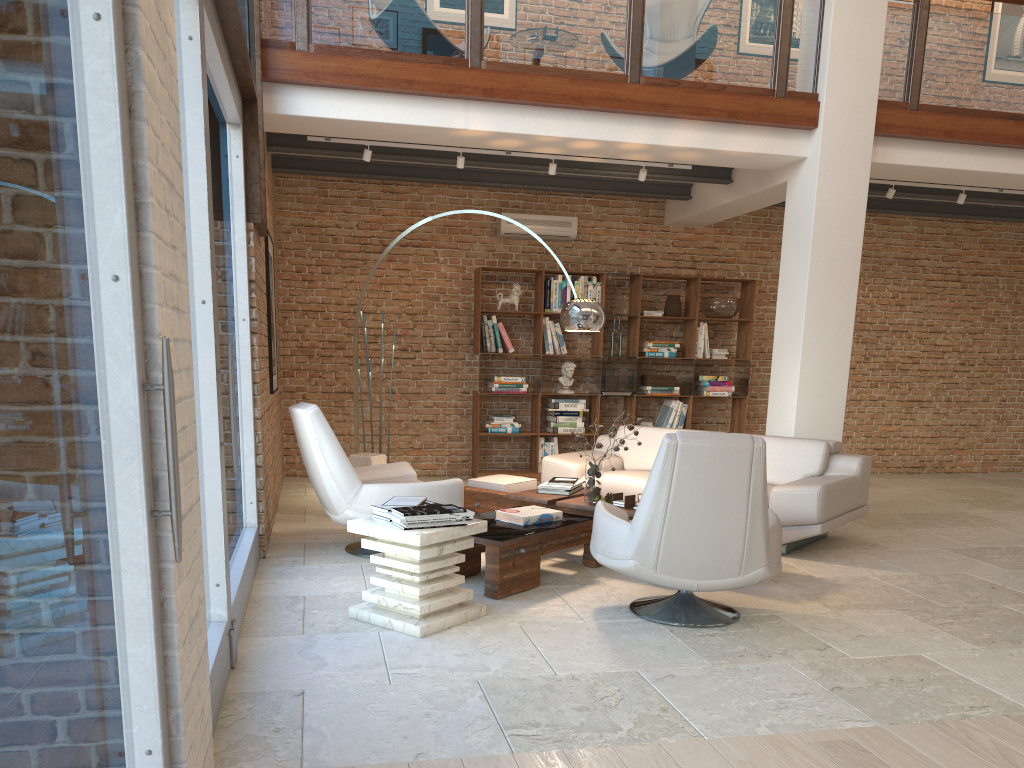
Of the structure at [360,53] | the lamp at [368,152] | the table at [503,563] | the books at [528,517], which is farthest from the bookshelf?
the books at [528,517]

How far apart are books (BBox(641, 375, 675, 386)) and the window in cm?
529

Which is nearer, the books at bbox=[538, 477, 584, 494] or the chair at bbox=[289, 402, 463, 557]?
the chair at bbox=[289, 402, 463, 557]

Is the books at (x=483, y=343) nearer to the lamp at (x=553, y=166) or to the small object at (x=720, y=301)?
the lamp at (x=553, y=166)

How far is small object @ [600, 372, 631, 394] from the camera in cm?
952

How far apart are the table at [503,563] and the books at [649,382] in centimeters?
346cm

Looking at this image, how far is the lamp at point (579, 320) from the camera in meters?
6.1

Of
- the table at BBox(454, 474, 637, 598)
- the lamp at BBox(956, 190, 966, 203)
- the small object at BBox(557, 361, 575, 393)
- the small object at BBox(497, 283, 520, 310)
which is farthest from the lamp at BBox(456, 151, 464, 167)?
the lamp at BBox(956, 190, 966, 203)

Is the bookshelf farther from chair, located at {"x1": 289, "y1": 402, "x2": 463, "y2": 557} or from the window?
the window

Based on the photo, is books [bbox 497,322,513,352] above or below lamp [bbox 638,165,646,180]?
below
